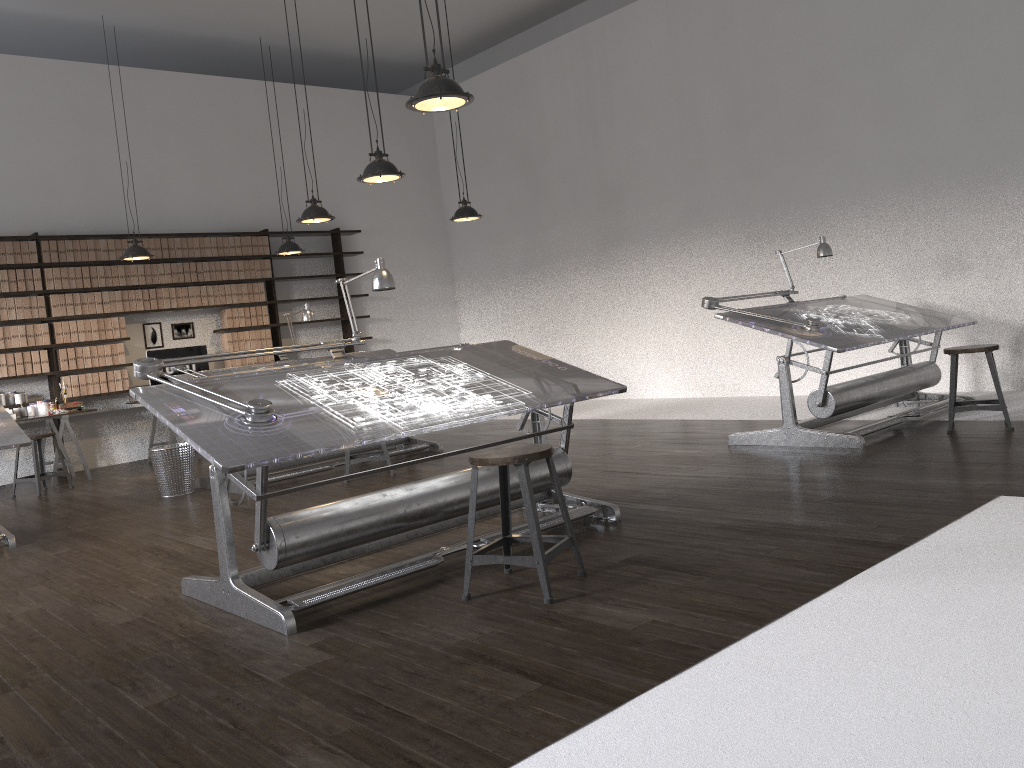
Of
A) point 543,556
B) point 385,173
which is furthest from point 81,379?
point 543,556

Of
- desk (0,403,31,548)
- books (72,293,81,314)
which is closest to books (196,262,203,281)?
books (72,293,81,314)

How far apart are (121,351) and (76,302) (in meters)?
0.65

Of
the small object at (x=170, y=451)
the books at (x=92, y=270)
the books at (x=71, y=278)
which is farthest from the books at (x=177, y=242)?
the small object at (x=170, y=451)

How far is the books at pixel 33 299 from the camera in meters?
8.8

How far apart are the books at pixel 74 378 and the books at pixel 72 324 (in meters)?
0.41

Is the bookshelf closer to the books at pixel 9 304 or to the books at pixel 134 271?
the books at pixel 9 304

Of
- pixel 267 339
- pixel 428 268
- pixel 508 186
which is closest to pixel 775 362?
pixel 508 186

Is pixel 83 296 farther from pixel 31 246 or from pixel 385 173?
pixel 385 173

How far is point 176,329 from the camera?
9.93m
